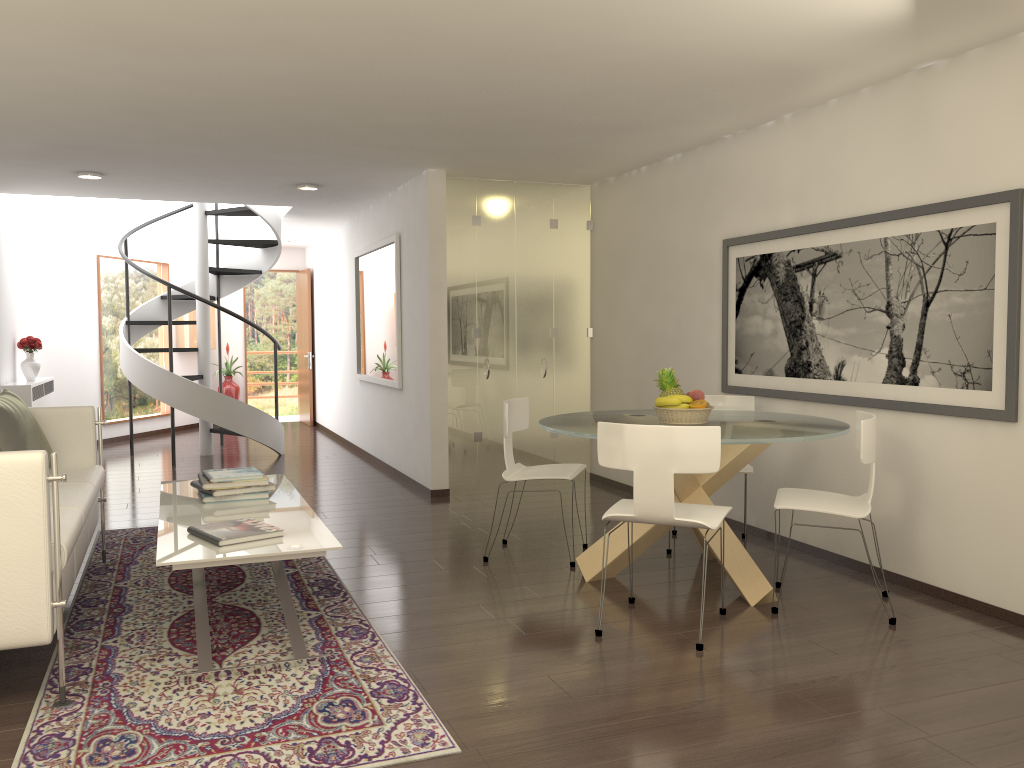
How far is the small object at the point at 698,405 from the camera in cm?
505

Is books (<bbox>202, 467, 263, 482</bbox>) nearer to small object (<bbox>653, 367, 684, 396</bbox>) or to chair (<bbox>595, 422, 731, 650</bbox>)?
chair (<bbox>595, 422, 731, 650</bbox>)

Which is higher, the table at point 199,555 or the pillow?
the pillow

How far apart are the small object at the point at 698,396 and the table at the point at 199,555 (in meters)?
2.23

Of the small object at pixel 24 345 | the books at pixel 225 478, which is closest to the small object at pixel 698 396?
the books at pixel 225 478

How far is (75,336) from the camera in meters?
11.4

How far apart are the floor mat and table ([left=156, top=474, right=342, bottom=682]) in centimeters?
3cm

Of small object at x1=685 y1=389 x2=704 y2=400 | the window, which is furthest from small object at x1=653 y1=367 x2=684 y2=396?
the window

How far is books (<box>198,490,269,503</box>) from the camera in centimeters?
501cm

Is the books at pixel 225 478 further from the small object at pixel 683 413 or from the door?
the door
